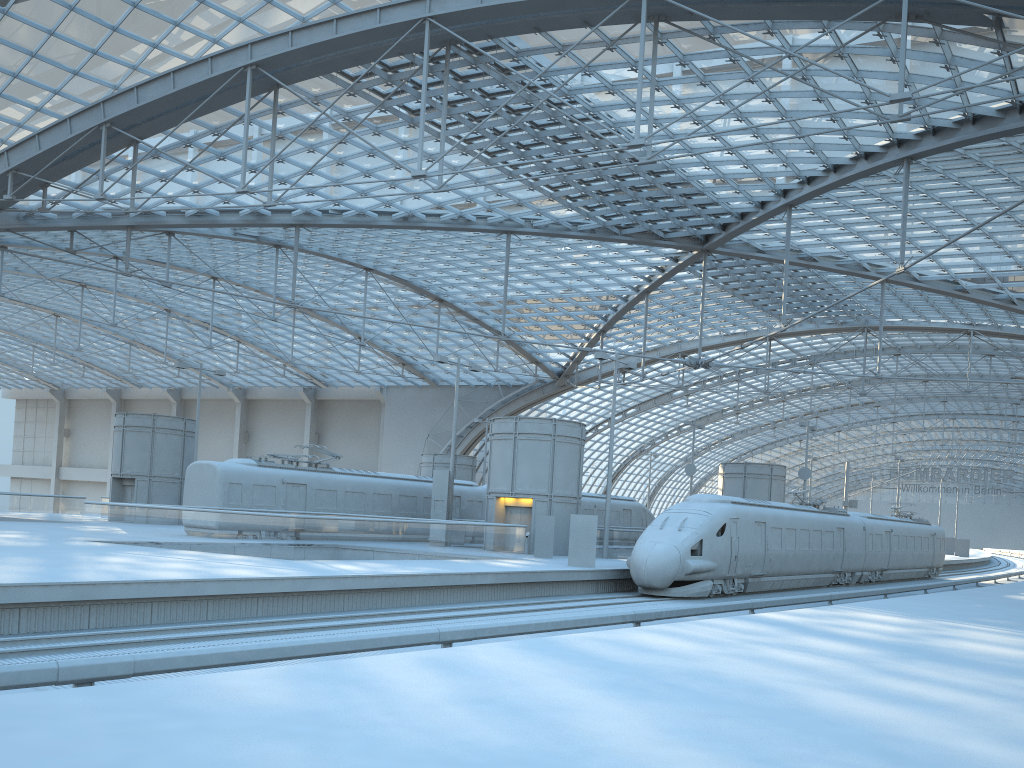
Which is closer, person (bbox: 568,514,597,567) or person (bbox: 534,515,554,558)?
person (bbox: 568,514,597,567)

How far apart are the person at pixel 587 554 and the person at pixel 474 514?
13.6m

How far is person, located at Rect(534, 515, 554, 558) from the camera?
32.0 meters

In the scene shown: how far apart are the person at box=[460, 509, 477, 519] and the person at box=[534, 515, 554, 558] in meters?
9.1 m

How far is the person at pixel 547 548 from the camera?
32.0m

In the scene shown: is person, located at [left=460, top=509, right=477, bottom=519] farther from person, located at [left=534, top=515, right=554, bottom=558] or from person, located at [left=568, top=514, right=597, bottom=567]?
person, located at [left=568, top=514, right=597, bottom=567]

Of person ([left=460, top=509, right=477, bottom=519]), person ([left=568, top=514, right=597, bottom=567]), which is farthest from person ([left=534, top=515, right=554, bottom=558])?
person ([left=460, top=509, right=477, bottom=519])

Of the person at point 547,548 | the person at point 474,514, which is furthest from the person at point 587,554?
the person at point 474,514

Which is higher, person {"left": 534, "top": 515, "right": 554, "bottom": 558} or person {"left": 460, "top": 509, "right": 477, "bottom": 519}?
person {"left": 460, "top": 509, "right": 477, "bottom": 519}

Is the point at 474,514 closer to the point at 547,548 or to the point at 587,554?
the point at 547,548
